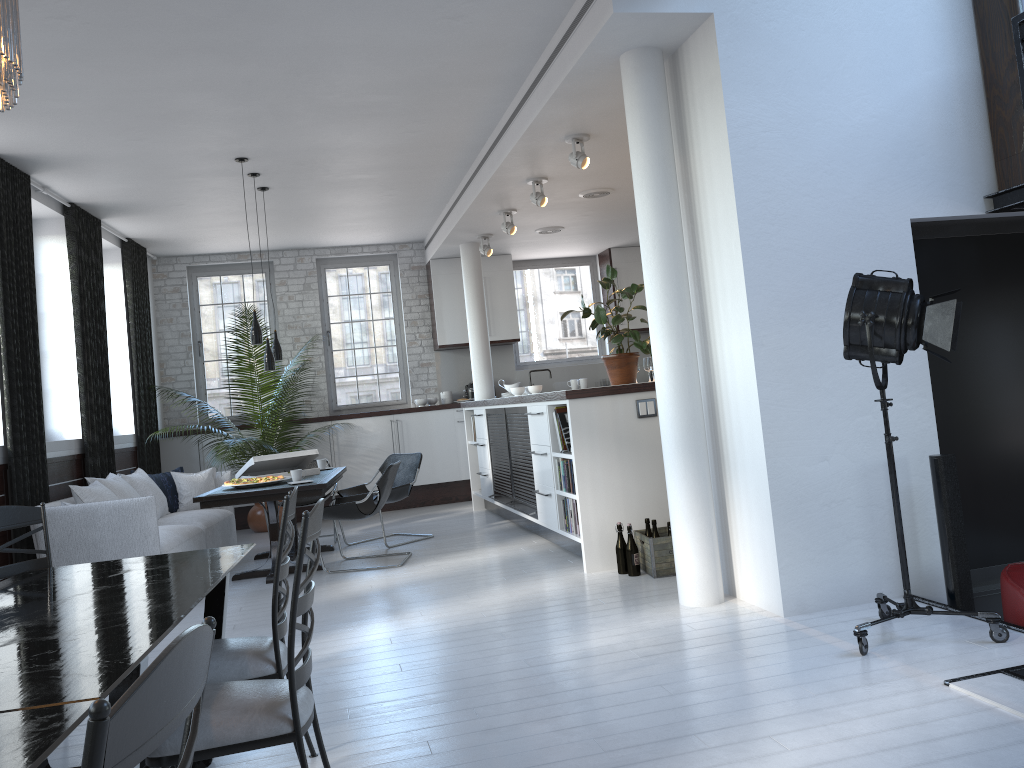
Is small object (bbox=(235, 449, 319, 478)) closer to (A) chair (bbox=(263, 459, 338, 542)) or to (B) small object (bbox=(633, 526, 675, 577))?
(A) chair (bbox=(263, 459, 338, 542))

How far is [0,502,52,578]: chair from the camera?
3.6 meters

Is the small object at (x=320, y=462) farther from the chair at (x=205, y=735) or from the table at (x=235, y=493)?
the chair at (x=205, y=735)

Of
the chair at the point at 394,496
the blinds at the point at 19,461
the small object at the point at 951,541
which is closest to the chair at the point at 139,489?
the blinds at the point at 19,461

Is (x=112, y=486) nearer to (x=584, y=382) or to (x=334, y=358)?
(x=334, y=358)

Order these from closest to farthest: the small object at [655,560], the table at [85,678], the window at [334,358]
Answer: the table at [85,678] < the small object at [655,560] < the window at [334,358]

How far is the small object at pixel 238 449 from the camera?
9.6 meters

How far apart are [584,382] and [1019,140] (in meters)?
6.97

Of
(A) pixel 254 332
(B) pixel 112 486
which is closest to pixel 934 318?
(A) pixel 254 332

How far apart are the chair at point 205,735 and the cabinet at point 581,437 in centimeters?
334cm
